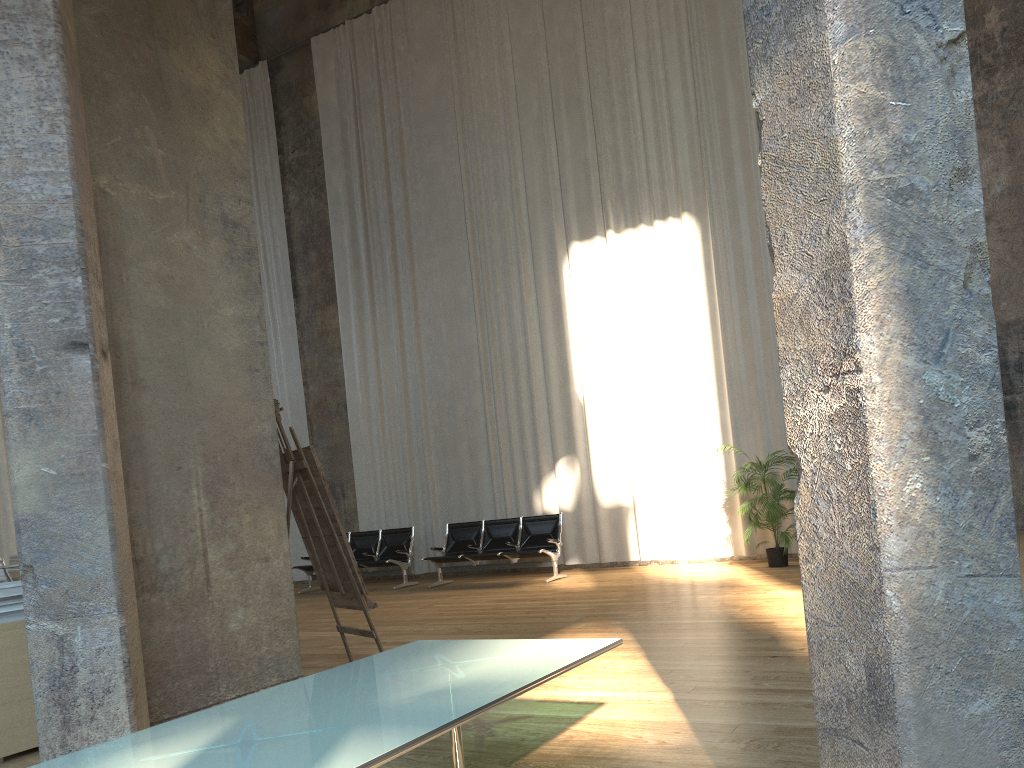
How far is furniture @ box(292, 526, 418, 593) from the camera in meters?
12.2 m

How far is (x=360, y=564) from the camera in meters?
12.2

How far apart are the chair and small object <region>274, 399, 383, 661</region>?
9.7m

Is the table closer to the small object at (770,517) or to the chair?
the small object at (770,517)

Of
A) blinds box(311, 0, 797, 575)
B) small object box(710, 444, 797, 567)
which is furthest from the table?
blinds box(311, 0, 797, 575)

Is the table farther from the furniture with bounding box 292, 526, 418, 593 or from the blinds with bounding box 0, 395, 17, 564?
the blinds with bounding box 0, 395, 17, 564

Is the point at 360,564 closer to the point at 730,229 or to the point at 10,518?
the point at 730,229

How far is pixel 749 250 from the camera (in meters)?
11.02

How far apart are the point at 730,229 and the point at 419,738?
9.97m

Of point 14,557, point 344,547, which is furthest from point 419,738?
point 14,557
